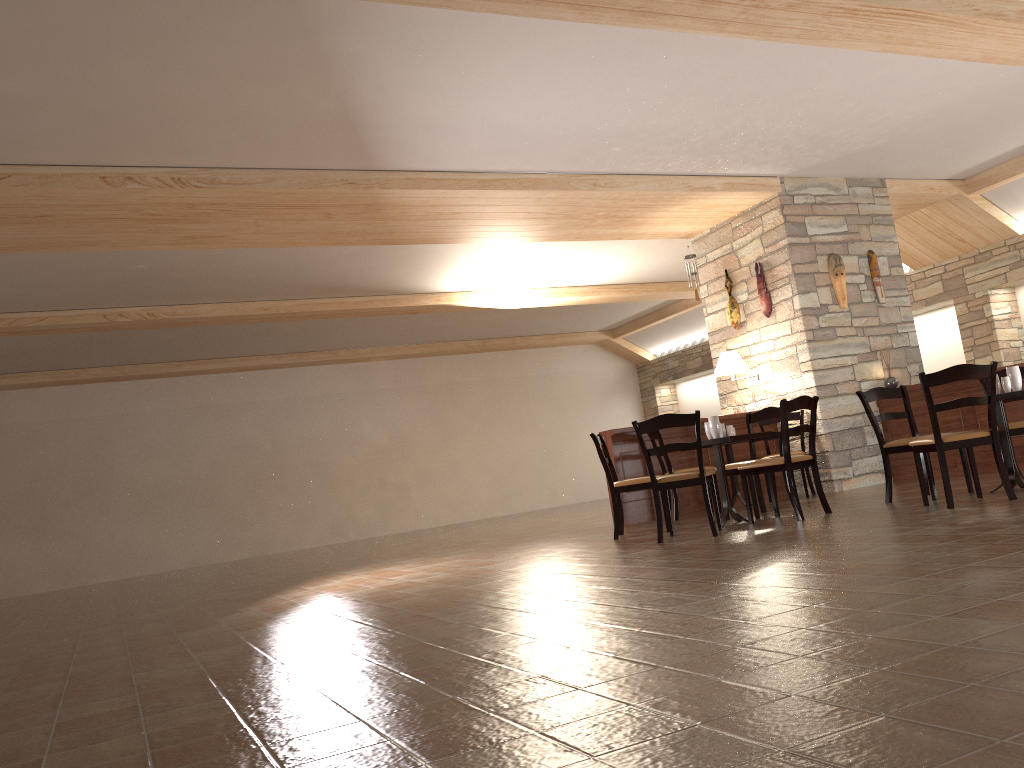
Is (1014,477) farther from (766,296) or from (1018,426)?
(766,296)

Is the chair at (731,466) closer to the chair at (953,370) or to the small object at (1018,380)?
the chair at (953,370)

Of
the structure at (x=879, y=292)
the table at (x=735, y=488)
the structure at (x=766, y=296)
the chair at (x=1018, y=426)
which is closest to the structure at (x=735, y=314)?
the structure at (x=766, y=296)

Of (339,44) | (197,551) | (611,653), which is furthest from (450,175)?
(197,551)

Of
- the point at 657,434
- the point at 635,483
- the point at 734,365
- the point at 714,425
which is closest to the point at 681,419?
the point at 714,425

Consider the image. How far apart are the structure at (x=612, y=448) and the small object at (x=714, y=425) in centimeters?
184cm

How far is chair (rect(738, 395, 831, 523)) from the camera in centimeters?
616cm

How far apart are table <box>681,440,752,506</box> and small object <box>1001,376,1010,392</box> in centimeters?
288cm

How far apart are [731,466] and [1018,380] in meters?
2.1

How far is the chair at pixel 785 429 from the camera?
6.16m
